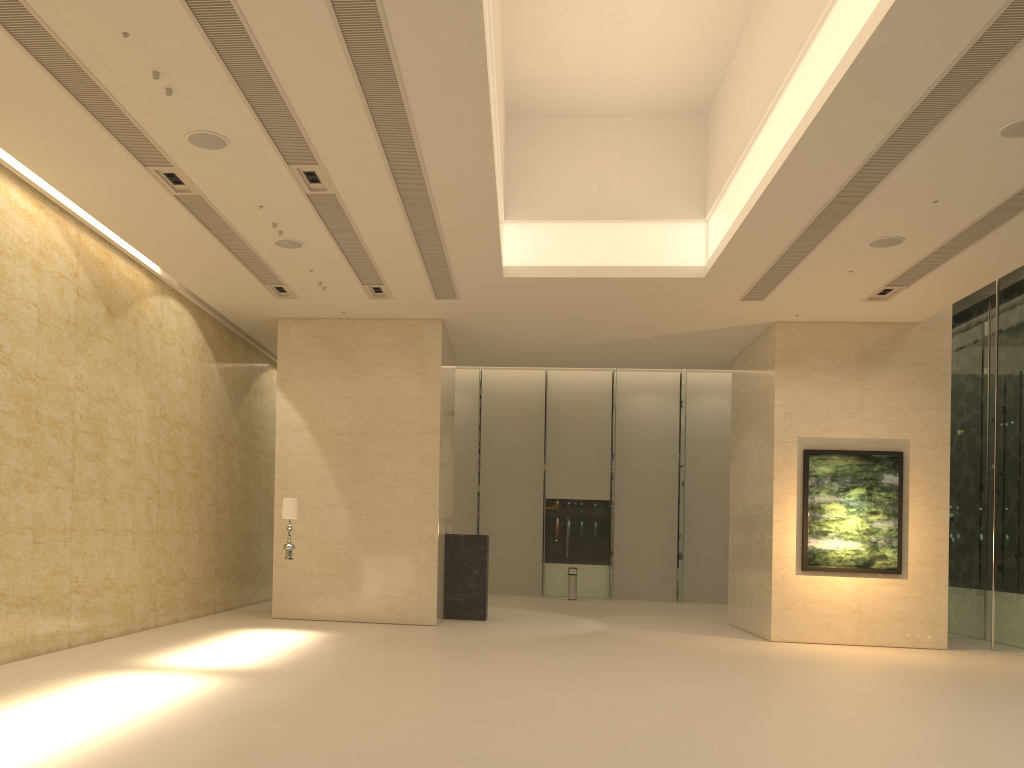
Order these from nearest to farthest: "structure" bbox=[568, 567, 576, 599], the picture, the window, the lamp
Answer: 1. the lamp
2. the picture
3. the window
4. "structure" bbox=[568, 567, 576, 599]

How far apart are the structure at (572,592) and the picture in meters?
10.2 m

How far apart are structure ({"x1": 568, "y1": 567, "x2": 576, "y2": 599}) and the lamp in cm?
1283

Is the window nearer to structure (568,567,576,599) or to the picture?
structure (568,567,576,599)

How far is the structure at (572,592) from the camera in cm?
2533

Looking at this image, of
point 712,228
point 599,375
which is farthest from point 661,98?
point 599,375

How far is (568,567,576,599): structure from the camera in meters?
25.3 m

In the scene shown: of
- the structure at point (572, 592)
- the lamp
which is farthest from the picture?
the structure at point (572, 592)

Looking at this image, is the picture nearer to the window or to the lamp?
the window

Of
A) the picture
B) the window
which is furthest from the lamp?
the window
